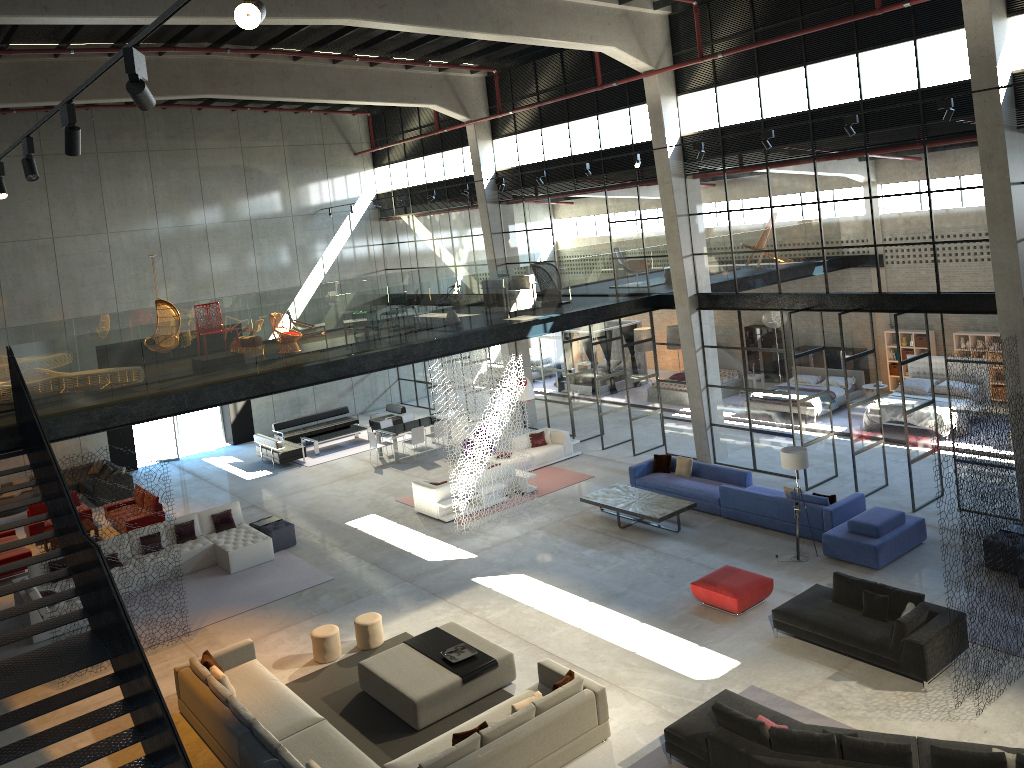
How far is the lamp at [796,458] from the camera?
14.2m

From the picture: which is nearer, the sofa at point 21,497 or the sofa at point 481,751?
the sofa at point 481,751

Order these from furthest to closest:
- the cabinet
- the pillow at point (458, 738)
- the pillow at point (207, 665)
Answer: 1. the cabinet
2. the pillow at point (207, 665)
3. the pillow at point (458, 738)

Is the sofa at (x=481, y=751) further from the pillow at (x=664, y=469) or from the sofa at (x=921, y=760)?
the pillow at (x=664, y=469)

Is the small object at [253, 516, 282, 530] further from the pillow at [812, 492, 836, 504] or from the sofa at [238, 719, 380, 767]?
the pillow at [812, 492, 836, 504]

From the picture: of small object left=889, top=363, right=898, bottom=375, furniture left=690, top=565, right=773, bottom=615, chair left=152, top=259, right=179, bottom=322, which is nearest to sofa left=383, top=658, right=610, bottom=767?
furniture left=690, top=565, right=773, bottom=615

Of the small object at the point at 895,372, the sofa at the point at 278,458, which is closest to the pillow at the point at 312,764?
the sofa at the point at 278,458

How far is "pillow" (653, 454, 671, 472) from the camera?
18.5 meters

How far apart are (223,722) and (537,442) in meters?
12.2

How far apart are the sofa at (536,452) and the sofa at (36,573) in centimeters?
673cm
